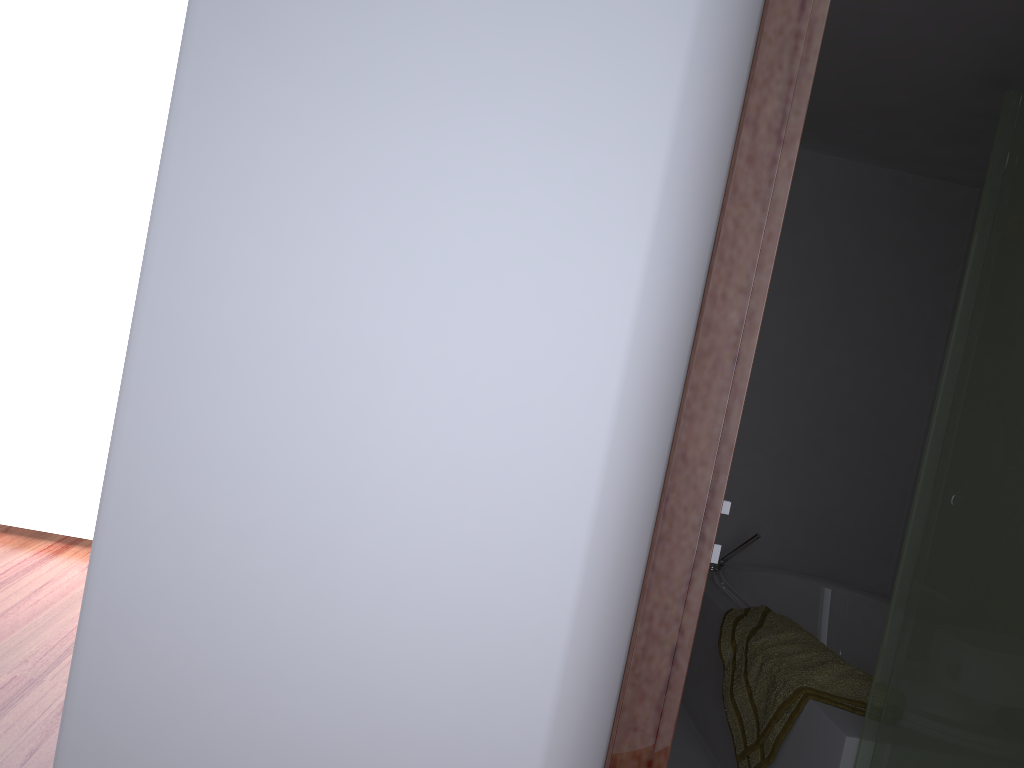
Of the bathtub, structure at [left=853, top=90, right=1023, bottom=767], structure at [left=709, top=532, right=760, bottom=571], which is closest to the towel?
the bathtub

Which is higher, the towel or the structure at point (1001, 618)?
the structure at point (1001, 618)

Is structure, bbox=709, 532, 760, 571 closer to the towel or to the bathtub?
the bathtub

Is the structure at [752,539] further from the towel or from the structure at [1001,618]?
the structure at [1001,618]

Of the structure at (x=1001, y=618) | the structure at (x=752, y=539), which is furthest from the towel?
the structure at (x=752, y=539)

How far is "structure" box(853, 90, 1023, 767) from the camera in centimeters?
183cm

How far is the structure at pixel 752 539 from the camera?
3.7m

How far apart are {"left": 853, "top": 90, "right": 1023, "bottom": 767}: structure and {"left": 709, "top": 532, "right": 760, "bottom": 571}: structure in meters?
1.5

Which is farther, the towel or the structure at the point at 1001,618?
the towel

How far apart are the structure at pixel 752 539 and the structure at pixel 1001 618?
1.5 meters
